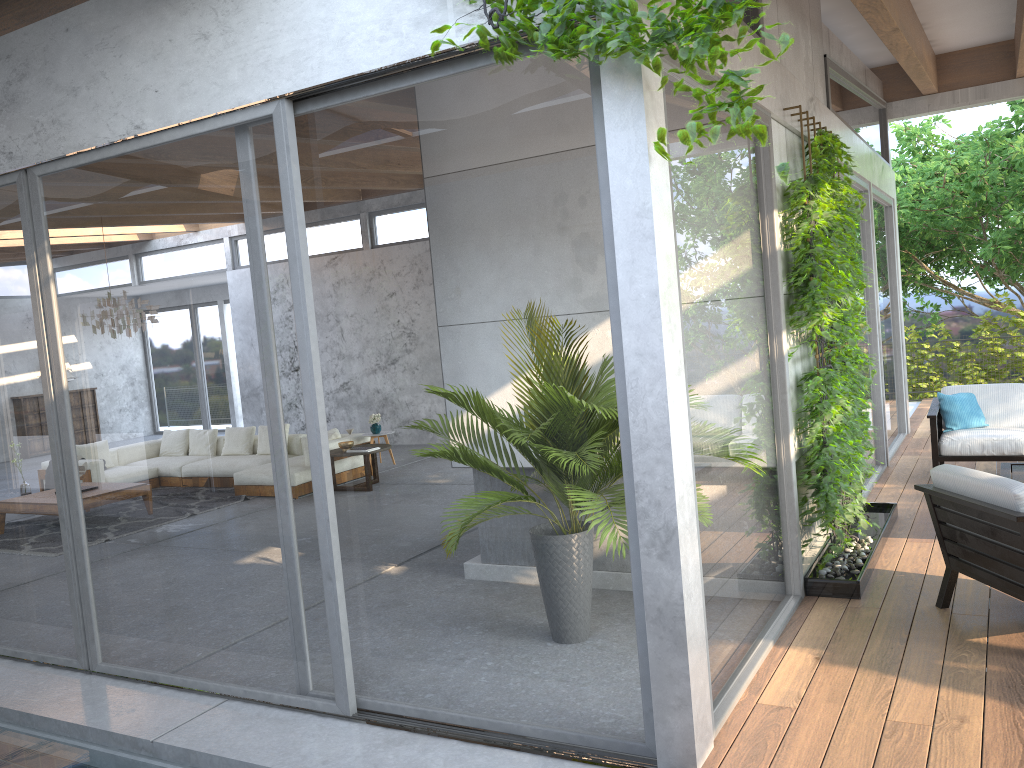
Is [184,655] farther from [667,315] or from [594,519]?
[667,315]

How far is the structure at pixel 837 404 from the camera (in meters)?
4.82

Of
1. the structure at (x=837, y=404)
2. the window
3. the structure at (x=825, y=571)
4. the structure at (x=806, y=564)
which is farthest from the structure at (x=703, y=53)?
the structure at (x=806, y=564)

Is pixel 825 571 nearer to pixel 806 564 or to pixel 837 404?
pixel 806 564

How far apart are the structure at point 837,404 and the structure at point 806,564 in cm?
16

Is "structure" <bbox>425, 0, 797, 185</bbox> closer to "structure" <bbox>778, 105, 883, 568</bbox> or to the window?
the window

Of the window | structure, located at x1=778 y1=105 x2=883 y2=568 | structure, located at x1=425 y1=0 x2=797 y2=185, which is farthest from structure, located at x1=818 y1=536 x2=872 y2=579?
structure, located at x1=425 y1=0 x2=797 y2=185

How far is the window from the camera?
3.4m

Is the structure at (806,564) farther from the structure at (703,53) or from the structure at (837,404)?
the structure at (703,53)

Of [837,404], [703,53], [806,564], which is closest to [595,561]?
[703,53]
